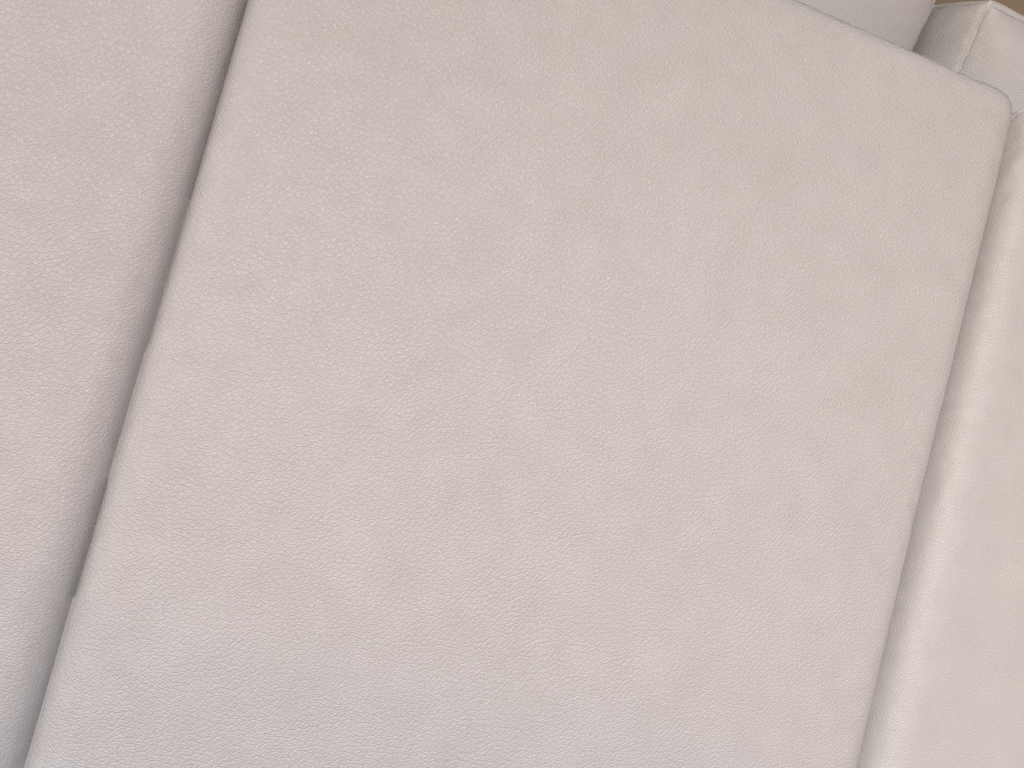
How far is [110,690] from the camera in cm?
59

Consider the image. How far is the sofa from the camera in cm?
59

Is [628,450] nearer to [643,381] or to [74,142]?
[643,381]

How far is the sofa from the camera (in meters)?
0.59
